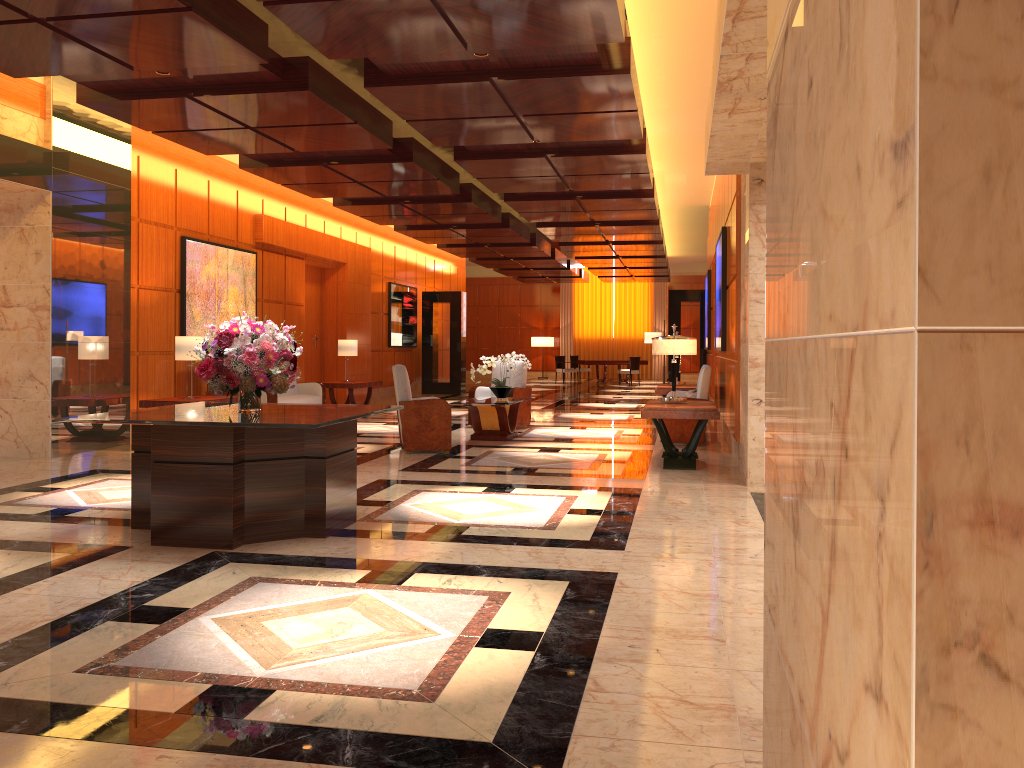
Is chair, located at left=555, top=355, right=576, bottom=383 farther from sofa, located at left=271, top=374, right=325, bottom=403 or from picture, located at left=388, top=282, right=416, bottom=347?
sofa, located at left=271, top=374, right=325, bottom=403

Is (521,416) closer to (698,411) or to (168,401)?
(698,411)

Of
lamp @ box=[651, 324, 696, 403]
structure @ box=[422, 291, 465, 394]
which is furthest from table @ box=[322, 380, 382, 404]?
lamp @ box=[651, 324, 696, 403]

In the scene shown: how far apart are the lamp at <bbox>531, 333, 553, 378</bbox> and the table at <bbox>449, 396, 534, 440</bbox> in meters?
20.0

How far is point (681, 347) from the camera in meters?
8.8

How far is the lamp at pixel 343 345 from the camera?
15.21m

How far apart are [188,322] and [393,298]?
8.4m

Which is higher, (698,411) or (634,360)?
(634,360)

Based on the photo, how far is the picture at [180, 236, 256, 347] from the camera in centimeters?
1158cm

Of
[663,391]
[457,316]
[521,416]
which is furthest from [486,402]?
[457,316]
